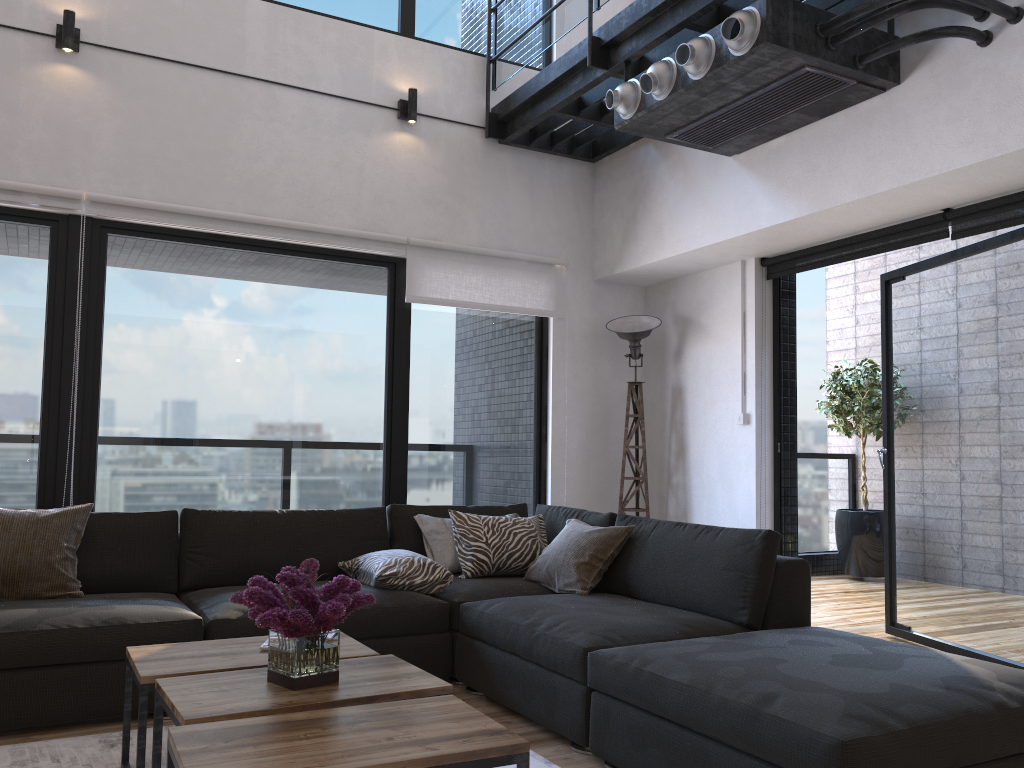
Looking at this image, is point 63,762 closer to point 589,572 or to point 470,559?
point 470,559

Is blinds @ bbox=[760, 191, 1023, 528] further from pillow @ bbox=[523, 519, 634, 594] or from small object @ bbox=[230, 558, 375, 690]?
small object @ bbox=[230, 558, 375, 690]

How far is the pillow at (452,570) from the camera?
4.1 meters

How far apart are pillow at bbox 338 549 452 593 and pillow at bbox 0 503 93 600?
1.1 meters

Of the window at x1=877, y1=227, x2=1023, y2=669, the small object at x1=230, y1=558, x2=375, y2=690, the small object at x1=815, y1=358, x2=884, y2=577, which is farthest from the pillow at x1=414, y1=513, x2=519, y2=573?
the small object at x1=815, y1=358, x2=884, y2=577

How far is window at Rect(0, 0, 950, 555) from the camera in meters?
4.1

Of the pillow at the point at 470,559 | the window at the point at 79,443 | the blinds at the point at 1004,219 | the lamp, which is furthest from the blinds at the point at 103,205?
the pillow at the point at 470,559

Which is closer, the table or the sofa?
the table

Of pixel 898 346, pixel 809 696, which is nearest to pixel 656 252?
pixel 898 346

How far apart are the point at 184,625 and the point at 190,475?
1.4 meters
